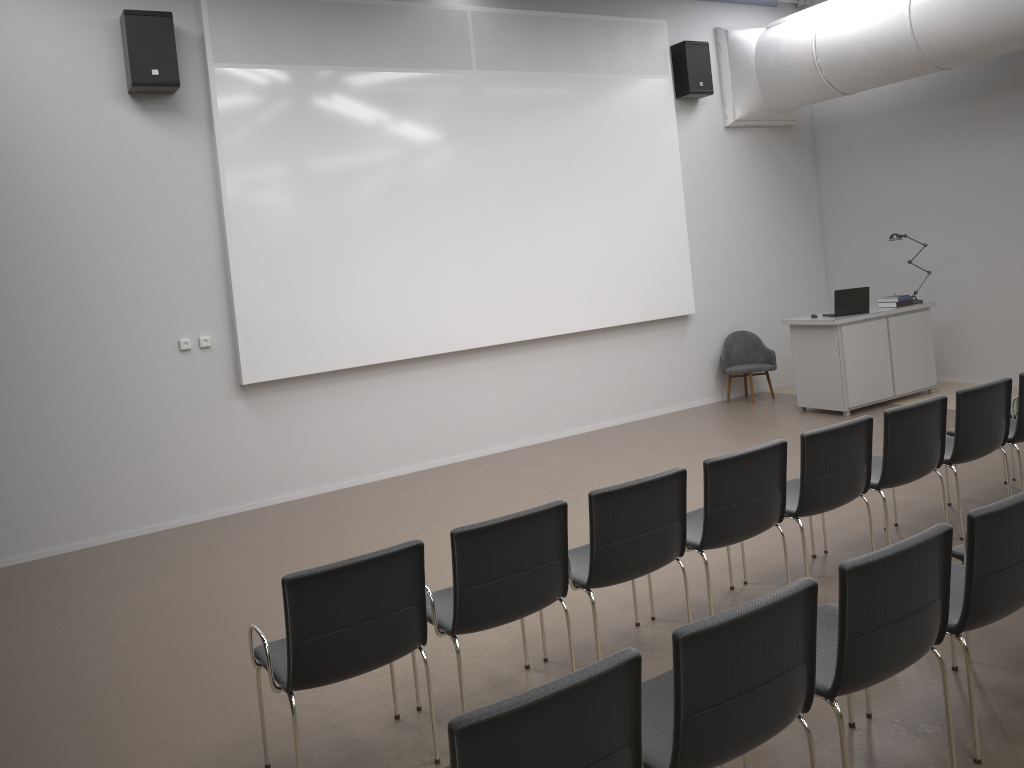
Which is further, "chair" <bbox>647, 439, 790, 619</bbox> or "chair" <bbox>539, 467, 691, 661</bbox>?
"chair" <bbox>647, 439, 790, 619</bbox>

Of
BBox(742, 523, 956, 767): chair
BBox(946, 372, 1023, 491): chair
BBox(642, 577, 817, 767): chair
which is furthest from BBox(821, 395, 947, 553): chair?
BBox(642, 577, 817, 767): chair

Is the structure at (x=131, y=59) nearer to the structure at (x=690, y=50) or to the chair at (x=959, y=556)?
the structure at (x=690, y=50)

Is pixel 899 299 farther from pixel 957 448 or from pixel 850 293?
pixel 957 448

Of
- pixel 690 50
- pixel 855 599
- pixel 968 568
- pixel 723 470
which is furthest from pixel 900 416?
pixel 690 50

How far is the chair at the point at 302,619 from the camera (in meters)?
3.26

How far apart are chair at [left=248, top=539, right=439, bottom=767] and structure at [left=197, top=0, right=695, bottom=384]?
4.3 meters

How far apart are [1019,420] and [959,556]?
2.2m

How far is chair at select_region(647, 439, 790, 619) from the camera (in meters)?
4.27

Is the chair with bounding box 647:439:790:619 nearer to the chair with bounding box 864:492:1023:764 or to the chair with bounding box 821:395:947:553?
the chair with bounding box 821:395:947:553
